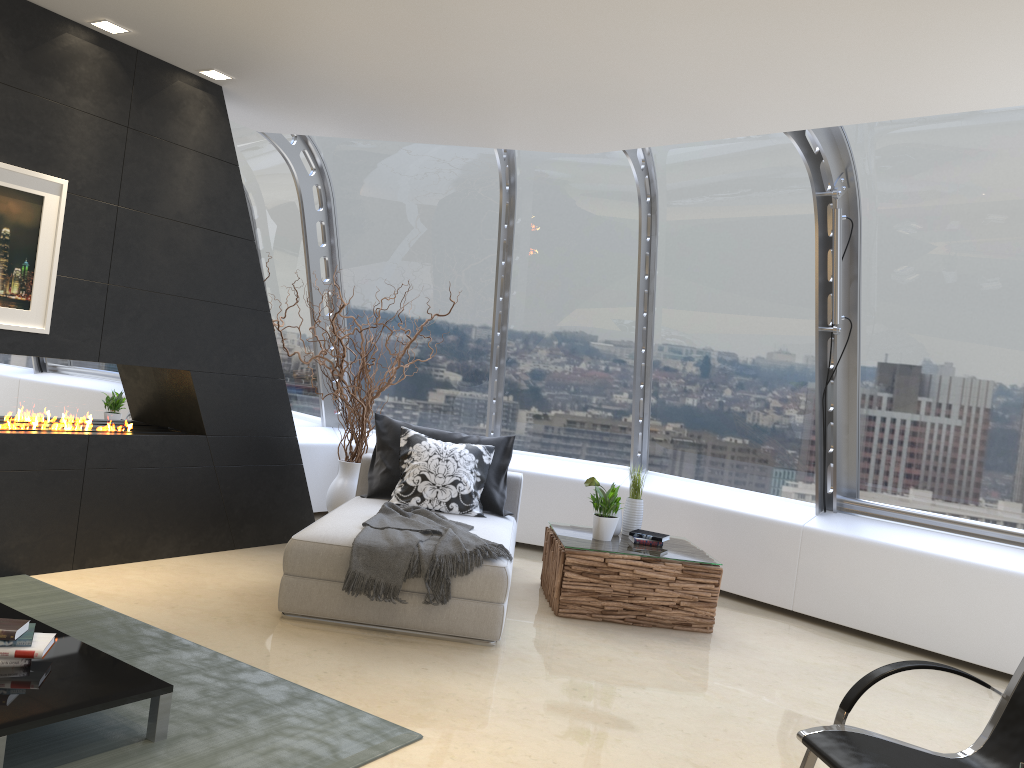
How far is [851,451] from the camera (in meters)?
6.13

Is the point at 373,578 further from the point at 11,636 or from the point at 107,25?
the point at 107,25

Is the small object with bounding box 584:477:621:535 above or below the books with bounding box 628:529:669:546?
above

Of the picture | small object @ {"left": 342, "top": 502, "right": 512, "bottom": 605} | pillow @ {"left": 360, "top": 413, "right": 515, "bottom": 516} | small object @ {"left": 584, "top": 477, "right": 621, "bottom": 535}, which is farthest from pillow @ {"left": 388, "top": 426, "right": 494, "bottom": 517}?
the picture

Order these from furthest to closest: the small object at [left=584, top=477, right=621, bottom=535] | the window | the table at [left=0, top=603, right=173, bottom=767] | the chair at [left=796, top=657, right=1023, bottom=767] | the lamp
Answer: the small object at [left=584, top=477, right=621, bottom=535] → the window → the lamp → the table at [left=0, top=603, right=173, bottom=767] → the chair at [left=796, top=657, right=1023, bottom=767]

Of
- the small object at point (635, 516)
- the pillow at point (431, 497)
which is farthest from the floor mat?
the small object at point (635, 516)

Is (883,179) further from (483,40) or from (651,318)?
(483,40)

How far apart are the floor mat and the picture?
1.3m

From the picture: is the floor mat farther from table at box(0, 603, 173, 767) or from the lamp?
the lamp

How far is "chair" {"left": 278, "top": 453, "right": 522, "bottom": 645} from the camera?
4.5 meters
